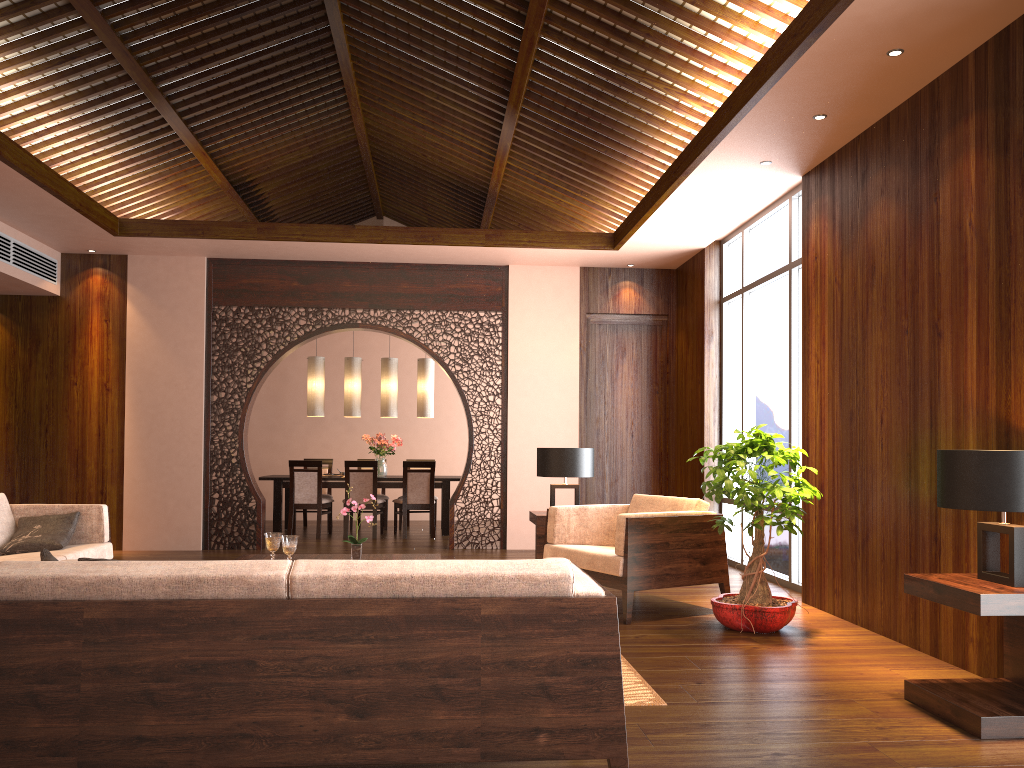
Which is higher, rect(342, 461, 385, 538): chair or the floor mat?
rect(342, 461, 385, 538): chair

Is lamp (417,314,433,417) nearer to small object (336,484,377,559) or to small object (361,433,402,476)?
small object (361,433,402,476)

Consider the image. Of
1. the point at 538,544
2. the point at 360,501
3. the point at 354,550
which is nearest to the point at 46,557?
the point at 354,550

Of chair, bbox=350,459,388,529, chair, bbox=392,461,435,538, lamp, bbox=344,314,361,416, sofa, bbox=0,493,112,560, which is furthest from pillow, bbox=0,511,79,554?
chair, bbox=350,459,388,529

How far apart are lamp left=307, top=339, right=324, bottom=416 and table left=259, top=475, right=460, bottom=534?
0.8 meters

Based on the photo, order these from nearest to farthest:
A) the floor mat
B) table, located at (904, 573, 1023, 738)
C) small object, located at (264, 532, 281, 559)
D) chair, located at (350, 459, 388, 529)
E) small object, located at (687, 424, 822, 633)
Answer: table, located at (904, 573, 1023, 738) → the floor mat → small object, located at (264, 532, 281, 559) → small object, located at (687, 424, 822, 633) → chair, located at (350, 459, 388, 529)

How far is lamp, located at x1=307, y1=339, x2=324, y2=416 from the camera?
10.3m

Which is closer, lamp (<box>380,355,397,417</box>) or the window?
the window

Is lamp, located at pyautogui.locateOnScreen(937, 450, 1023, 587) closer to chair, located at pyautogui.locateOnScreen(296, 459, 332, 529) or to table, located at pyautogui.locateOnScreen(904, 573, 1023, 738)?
table, located at pyautogui.locateOnScreen(904, 573, 1023, 738)

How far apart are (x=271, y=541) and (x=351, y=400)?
5.8m
